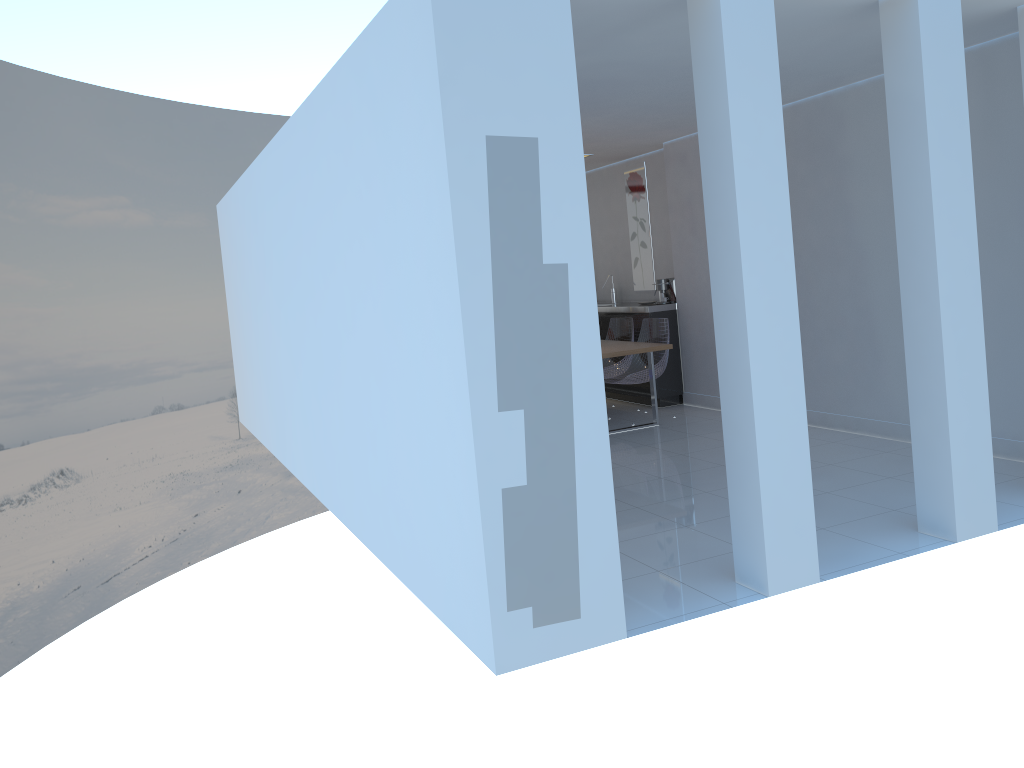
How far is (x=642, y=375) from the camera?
7.7m

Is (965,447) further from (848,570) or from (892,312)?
(892,312)

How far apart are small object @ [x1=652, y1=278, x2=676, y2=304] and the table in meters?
1.0

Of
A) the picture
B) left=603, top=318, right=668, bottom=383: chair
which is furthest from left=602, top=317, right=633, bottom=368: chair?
the picture

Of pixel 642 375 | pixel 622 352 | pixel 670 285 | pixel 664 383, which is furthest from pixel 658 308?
pixel 622 352

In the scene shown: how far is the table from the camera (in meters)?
7.00

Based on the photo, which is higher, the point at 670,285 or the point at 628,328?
the point at 670,285

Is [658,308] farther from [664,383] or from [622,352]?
[622,352]

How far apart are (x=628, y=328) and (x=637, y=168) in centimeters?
175cm

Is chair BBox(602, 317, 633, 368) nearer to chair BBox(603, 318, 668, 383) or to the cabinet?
the cabinet
